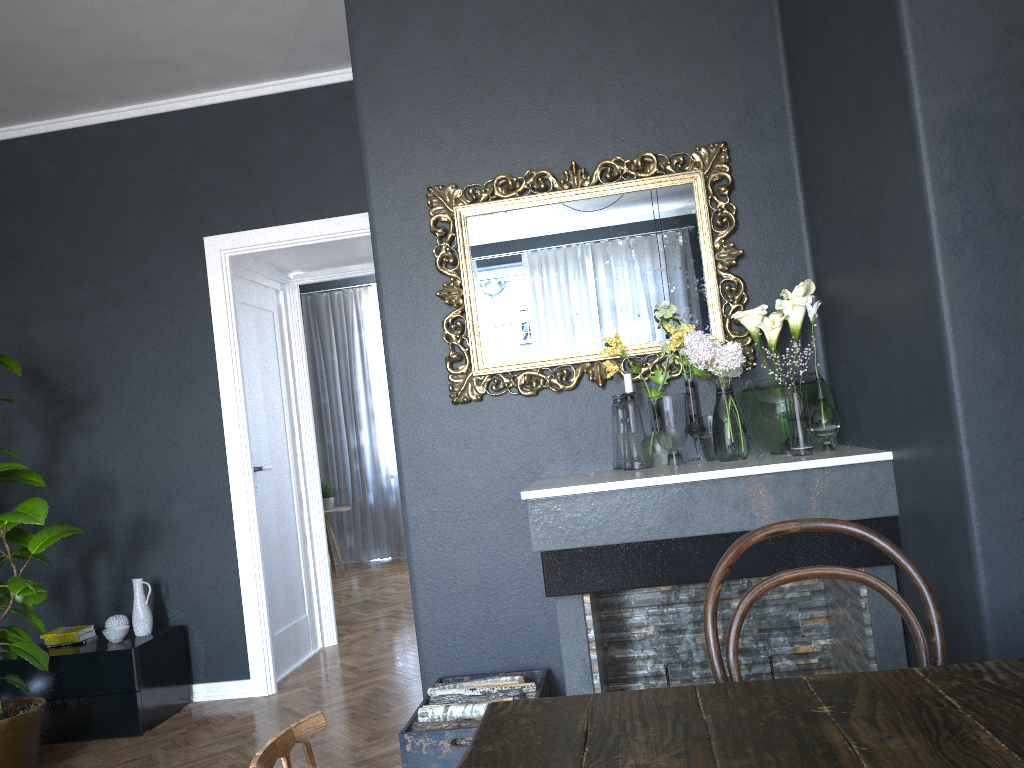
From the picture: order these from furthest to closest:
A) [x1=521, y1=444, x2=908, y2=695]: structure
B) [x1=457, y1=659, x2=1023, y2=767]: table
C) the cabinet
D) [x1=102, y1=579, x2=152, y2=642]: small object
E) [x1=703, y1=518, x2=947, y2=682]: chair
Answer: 1. [x1=102, y1=579, x2=152, y2=642]: small object
2. the cabinet
3. [x1=521, y1=444, x2=908, y2=695]: structure
4. [x1=703, y1=518, x2=947, y2=682]: chair
5. [x1=457, y1=659, x2=1023, y2=767]: table

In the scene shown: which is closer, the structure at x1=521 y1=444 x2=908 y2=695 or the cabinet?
the structure at x1=521 y1=444 x2=908 y2=695

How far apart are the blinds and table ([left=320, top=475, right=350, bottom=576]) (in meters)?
0.62

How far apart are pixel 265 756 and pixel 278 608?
4.0 meters

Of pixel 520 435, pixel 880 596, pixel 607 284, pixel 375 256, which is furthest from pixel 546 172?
pixel 880 596

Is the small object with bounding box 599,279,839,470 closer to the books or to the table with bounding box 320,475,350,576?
→ the books

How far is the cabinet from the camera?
3.9m

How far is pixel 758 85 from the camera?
3.02m

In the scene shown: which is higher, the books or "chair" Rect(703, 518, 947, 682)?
"chair" Rect(703, 518, 947, 682)

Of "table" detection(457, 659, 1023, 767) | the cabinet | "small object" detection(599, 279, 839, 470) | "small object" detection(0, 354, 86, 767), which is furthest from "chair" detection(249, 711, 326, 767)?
the cabinet
